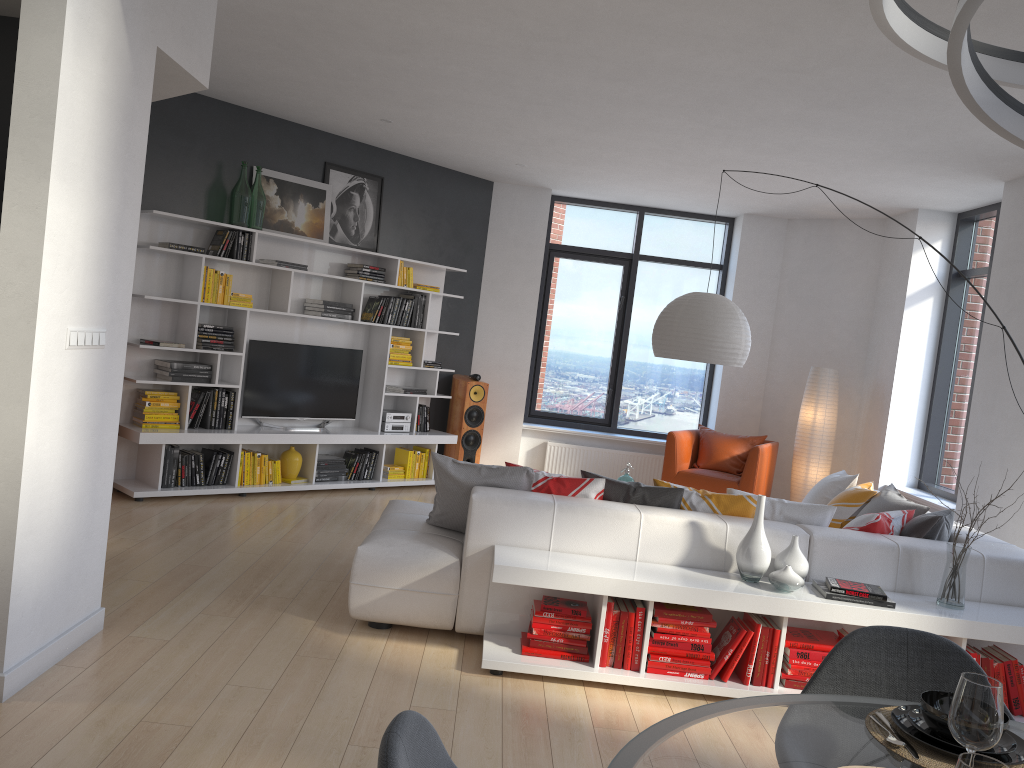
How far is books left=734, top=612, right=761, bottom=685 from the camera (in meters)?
3.90

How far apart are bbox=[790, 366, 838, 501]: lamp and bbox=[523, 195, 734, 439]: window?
1.3m

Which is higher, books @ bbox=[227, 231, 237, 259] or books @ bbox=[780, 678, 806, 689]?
books @ bbox=[227, 231, 237, 259]

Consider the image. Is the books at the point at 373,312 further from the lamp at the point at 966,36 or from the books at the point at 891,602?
the lamp at the point at 966,36

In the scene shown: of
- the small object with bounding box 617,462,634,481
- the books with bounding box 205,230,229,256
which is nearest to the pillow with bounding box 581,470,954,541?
the small object with bounding box 617,462,634,481

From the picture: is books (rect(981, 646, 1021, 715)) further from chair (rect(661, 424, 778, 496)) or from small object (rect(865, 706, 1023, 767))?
chair (rect(661, 424, 778, 496))

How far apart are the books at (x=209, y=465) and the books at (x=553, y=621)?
3.68m

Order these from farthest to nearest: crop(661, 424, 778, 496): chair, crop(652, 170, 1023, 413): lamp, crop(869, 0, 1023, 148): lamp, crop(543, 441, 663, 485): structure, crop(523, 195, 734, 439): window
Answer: crop(523, 195, 734, 439): window → crop(543, 441, 663, 485): structure → crop(661, 424, 778, 496): chair → crop(652, 170, 1023, 413): lamp → crop(869, 0, 1023, 148): lamp

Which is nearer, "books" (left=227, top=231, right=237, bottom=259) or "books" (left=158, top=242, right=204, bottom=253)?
"books" (left=158, top=242, right=204, bottom=253)

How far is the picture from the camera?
7.18m
